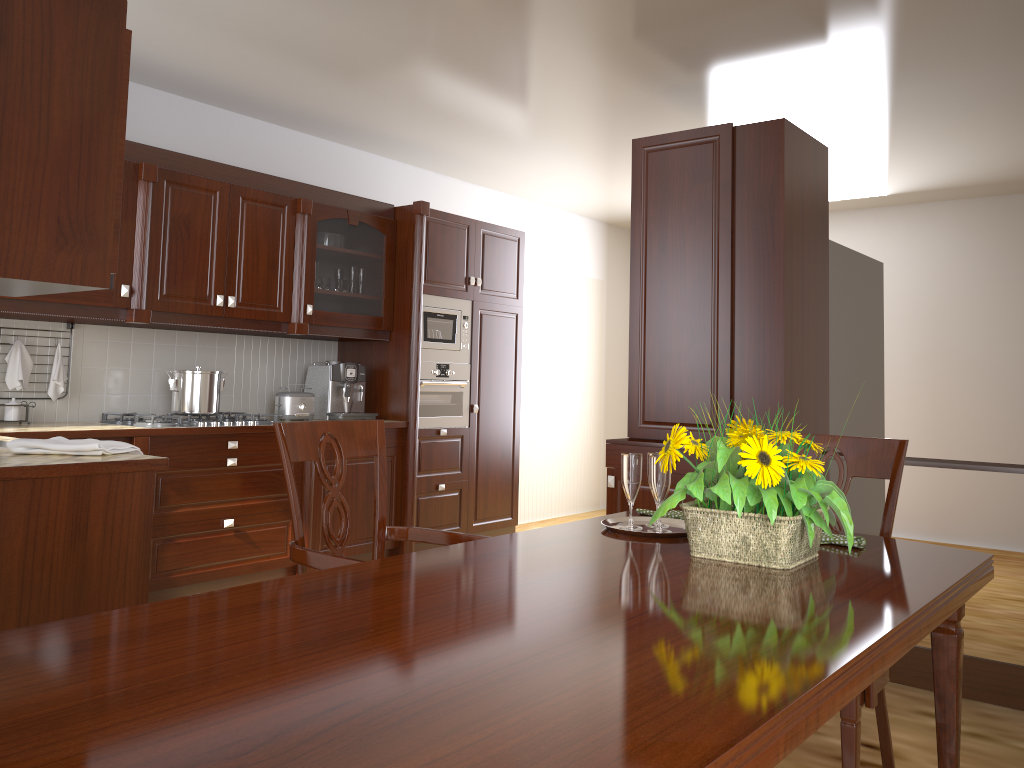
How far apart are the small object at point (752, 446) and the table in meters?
0.0

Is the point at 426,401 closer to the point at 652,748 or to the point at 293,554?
the point at 293,554

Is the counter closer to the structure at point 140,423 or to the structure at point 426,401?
the structure at point 140,423

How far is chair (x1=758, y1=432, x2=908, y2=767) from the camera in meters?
1.6

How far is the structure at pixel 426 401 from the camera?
5.04m

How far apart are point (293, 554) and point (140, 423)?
2.3m

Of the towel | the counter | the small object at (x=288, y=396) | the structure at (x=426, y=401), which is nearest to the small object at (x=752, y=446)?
the counter

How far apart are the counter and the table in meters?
1.2

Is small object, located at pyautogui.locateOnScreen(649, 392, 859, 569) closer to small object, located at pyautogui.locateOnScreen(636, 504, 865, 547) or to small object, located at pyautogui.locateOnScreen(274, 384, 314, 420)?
small object, located at pyautogui.locateOnScreen(636, 504, 865, 547)

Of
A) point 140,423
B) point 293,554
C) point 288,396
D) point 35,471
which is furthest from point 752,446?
point 288,396
